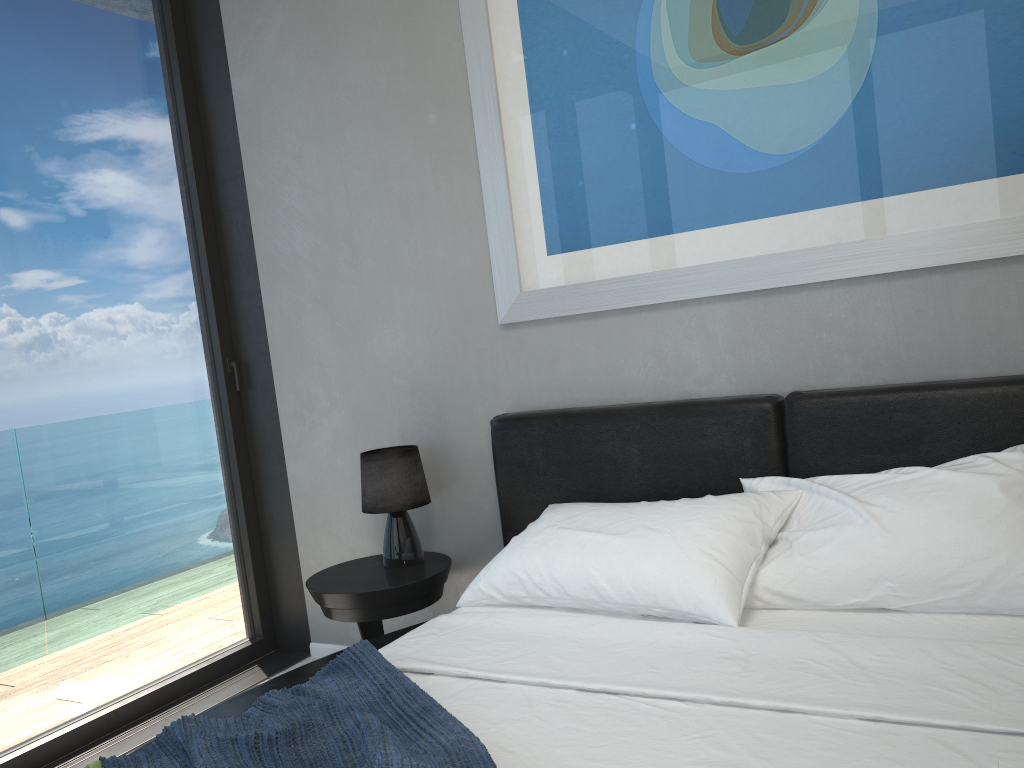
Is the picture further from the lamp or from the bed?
the lamp

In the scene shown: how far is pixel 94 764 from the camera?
1.6 meters

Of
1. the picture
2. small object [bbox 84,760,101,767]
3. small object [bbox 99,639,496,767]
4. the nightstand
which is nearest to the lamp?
the nightstand

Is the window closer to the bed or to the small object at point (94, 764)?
the bed

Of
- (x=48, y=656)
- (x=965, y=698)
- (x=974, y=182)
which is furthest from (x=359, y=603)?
(x=974, y=182)

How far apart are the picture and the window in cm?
111

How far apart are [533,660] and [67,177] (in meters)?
2.37

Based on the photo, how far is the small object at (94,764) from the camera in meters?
1.6 m

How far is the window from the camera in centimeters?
289cm

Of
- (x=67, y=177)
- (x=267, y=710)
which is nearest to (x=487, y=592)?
(x=267, y=710)
